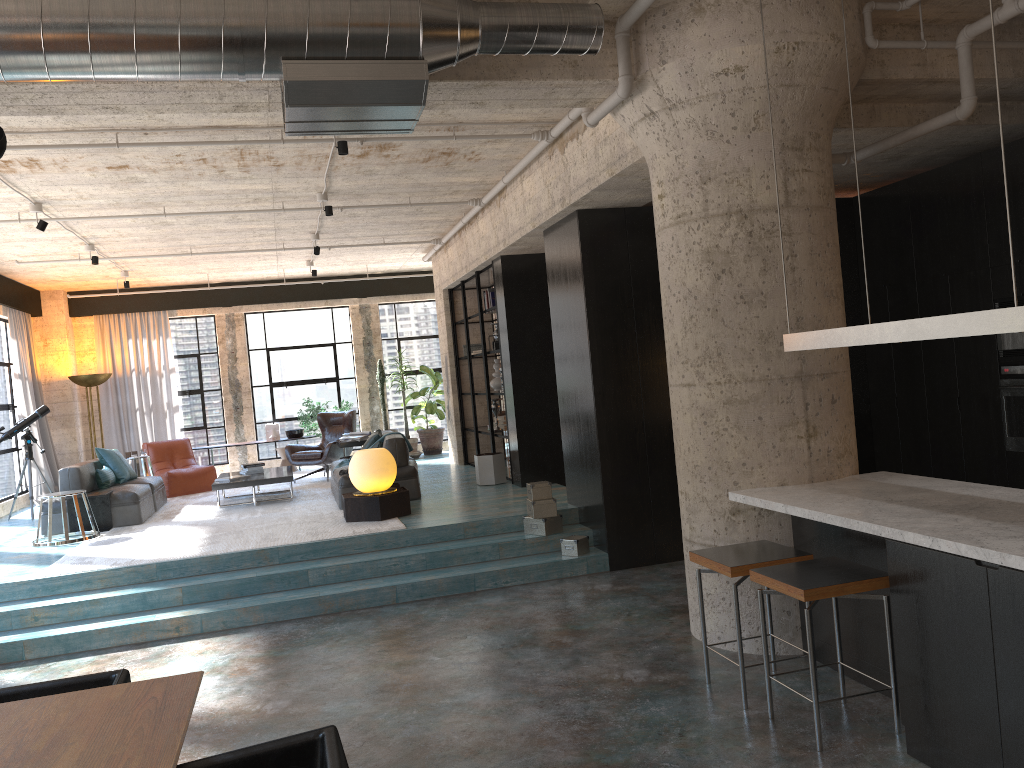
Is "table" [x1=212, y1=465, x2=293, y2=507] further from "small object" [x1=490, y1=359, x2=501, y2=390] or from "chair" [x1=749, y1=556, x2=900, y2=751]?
"chair" [x1=749, y1=556, x2=900, y2=751]

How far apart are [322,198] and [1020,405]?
6.30m

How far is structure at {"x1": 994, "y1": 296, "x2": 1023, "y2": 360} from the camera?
6.3 meters

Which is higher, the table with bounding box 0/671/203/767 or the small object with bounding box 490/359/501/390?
the small object with bounding box 490/359/501/390

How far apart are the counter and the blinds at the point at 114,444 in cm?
1166

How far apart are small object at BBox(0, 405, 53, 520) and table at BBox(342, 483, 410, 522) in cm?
504

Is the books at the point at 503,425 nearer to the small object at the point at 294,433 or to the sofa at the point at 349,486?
the sofa at the point at 349,486

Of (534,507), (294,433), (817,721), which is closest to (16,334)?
(294,433)

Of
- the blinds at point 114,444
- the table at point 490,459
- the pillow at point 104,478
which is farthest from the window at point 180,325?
the table at point 490,459

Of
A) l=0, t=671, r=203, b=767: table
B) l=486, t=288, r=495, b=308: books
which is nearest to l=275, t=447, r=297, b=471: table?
l=486, t=288, r=495, b=308: books
